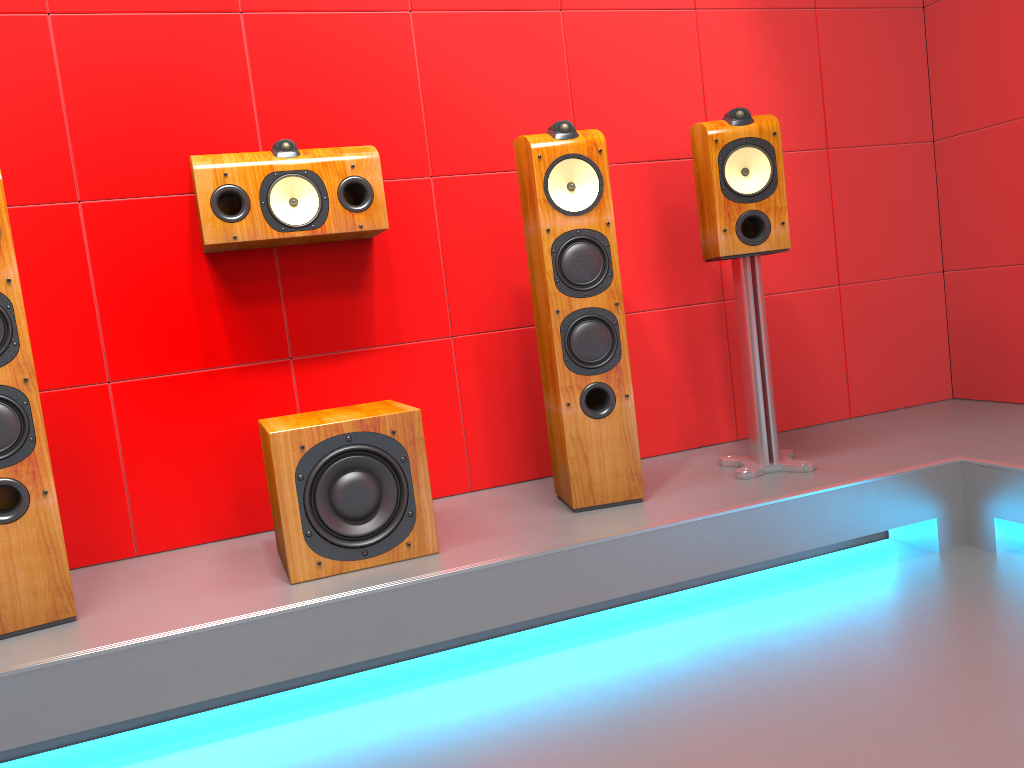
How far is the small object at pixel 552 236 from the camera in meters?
2.3

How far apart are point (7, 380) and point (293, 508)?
0.7 meters

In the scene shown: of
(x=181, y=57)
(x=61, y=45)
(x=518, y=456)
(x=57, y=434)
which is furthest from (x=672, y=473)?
(x=61, y=45)

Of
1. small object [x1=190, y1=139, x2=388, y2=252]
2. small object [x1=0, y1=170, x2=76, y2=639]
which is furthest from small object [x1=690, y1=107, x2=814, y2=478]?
small object [x1=0, y1=170, x2=76, y2=639]

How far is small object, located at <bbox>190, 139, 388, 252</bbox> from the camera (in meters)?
2.32

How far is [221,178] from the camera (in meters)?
2.32

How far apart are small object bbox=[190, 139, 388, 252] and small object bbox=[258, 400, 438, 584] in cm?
49

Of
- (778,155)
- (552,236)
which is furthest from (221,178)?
(778,155)

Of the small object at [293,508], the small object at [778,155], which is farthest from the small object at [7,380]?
the small object at [778,155]

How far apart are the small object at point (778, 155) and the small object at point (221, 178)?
0.9m
